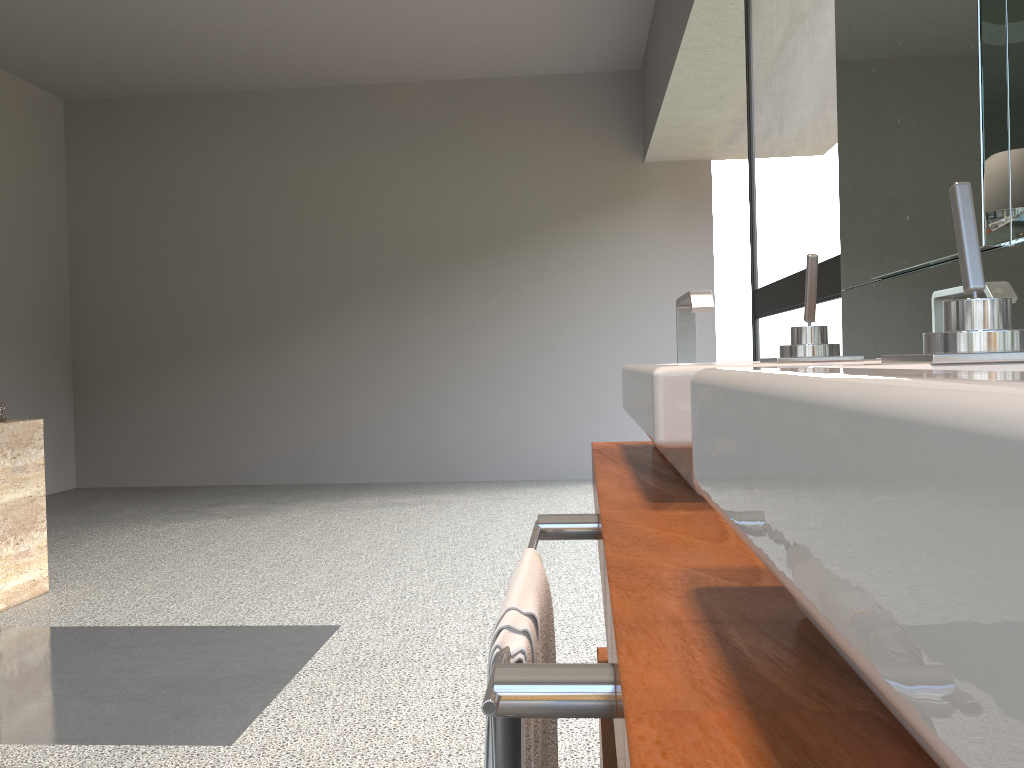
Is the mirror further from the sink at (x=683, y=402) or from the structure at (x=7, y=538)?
the structure at (x=7, y=538)

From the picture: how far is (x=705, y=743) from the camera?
0.4m

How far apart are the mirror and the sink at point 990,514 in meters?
0.5

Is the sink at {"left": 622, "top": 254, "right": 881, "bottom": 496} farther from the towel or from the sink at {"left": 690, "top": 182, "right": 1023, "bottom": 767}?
the sink at {"left": 690, "top": 182, "right": 1023, "bottom": 767}

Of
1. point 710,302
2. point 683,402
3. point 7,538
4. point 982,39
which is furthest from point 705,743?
point 7,538

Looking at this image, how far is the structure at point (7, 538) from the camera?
3.3m

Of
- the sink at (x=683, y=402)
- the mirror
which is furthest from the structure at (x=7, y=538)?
the mirror

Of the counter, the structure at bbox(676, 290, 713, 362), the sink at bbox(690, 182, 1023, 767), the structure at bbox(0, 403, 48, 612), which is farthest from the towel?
the structure at bbox(0, 403, 48, 612)

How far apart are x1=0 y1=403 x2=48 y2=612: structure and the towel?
3.1m

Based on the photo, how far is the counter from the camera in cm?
36
